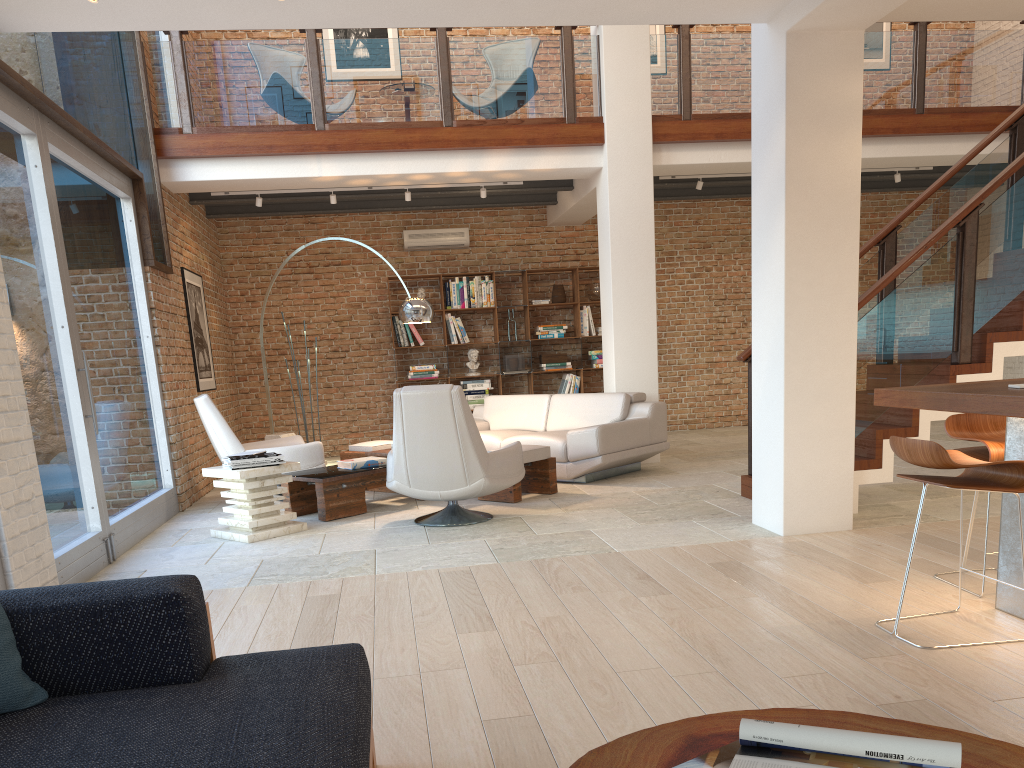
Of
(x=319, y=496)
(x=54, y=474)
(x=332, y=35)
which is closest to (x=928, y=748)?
(x=54, y=474)

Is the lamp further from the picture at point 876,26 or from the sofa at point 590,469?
the picture at point 876,26

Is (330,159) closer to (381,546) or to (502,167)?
(502,167)

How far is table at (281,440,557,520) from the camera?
6.6m

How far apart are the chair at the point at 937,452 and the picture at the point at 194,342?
7.0 meters

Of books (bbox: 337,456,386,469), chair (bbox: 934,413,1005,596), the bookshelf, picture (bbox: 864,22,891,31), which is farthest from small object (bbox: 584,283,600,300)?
chair (bbox: 934,413,1005,596)

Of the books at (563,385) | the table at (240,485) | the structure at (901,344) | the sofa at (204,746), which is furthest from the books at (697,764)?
the books at (563,385)

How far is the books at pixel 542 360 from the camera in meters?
11.4

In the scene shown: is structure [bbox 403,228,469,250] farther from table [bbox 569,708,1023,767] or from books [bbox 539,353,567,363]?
table [bbox 569,708,1023,767]

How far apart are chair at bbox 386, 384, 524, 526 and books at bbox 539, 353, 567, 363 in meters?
5.0 m
